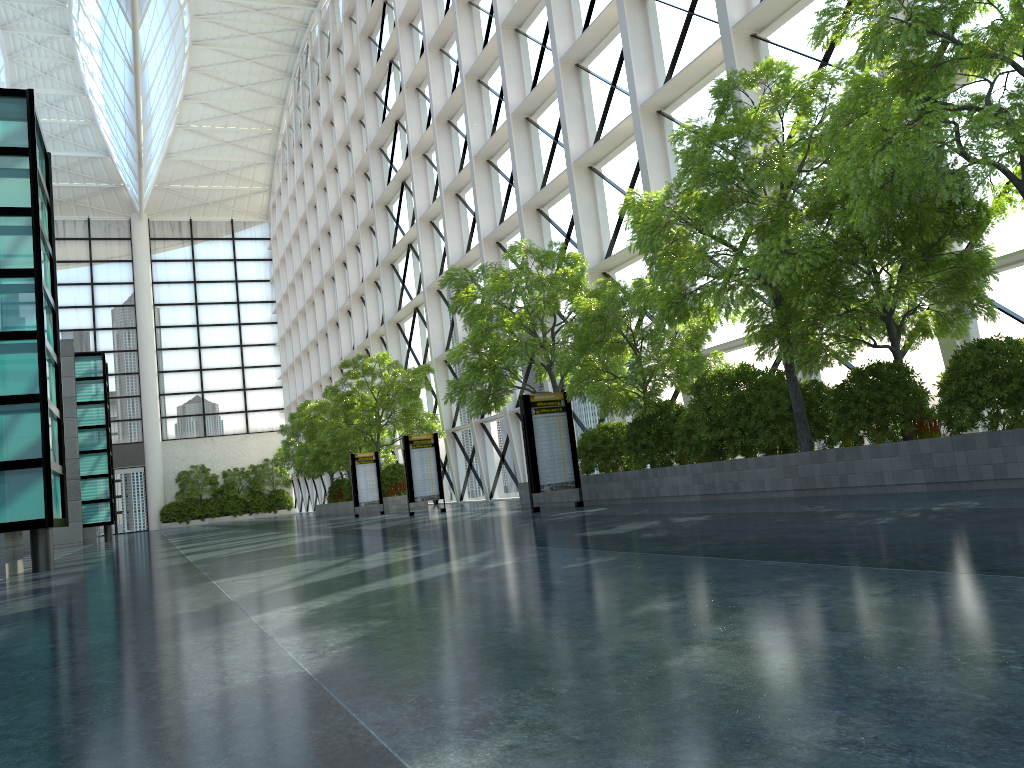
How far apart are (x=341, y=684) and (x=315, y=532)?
20.1 meters

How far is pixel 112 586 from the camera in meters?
11.1
